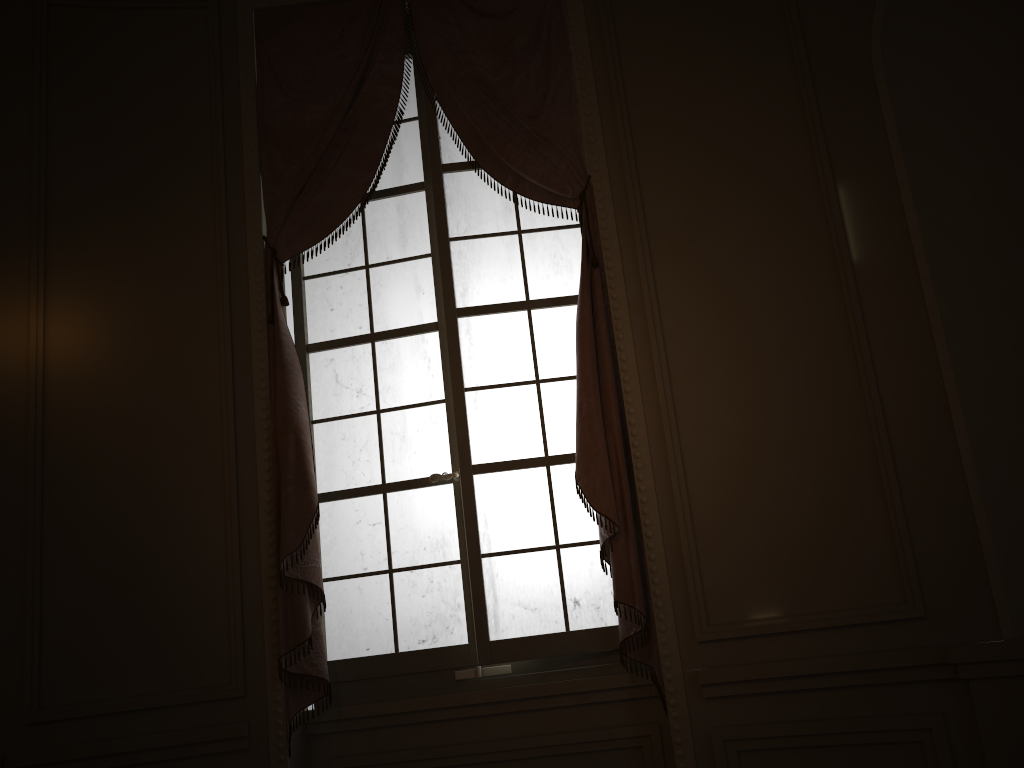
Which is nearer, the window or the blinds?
the blinds

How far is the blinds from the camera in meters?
3.0

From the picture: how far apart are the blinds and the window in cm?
8

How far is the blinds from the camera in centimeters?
302cm

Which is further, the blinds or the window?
the window

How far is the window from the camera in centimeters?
320cm

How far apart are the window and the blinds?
0.1m
